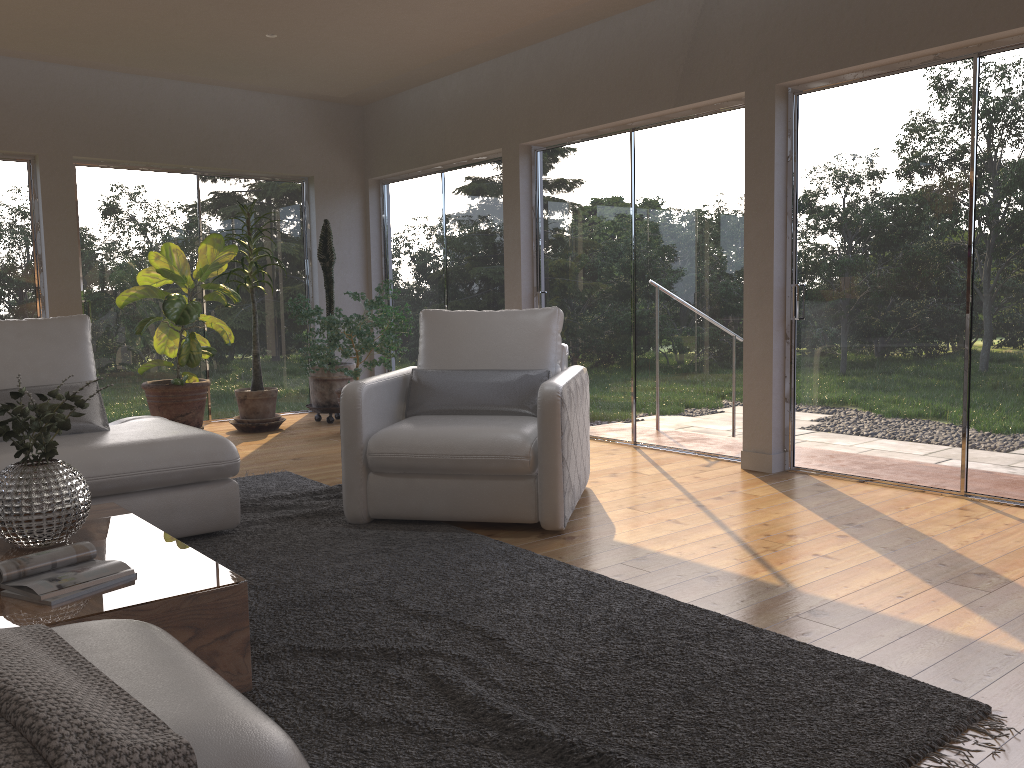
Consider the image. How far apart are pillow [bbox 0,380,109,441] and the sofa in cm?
4

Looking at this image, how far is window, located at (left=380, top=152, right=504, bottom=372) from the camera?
7.1 meters

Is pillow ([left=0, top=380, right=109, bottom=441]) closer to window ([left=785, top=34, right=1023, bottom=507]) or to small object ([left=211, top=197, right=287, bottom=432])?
small object ([left=211, top=197, right=287, bottom=432])

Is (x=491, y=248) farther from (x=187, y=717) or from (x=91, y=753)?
(x=91, y=753)

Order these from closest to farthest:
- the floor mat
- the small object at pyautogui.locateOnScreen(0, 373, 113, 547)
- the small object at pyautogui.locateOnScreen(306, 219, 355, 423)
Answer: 1. the floor mat
2. the small object at pyautogui.locateOnScreen(0, 373, 113, 547)
3. the small object at pyautogui.locateOnScreen(306, 219, 355, 423)

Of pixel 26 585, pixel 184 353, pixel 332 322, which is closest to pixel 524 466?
pixel 26 585

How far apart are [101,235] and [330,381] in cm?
210

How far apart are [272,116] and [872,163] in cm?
511

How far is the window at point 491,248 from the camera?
7.1m

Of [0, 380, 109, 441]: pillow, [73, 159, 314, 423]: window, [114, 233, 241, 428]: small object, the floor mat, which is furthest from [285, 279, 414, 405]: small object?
[0, 380, 109, 441]: pillow
